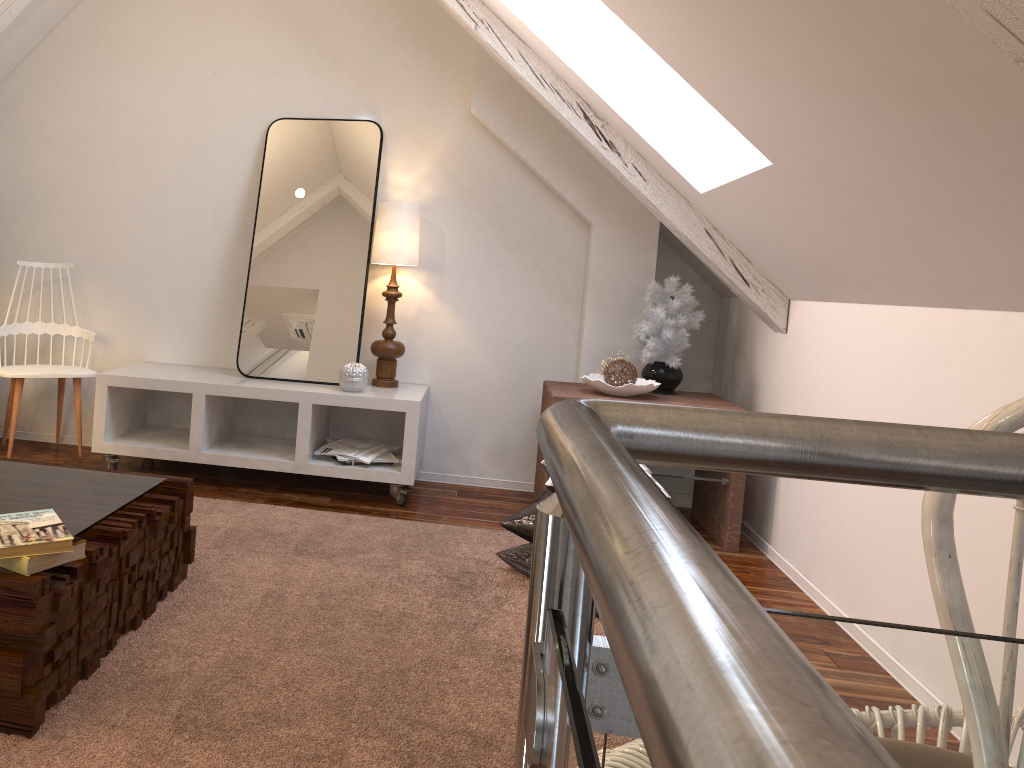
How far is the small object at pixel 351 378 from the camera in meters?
3.0

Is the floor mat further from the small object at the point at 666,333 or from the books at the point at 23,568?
the small object at the point at 666,333

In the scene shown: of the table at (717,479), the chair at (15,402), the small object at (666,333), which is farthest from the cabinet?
the small object at (666,333)

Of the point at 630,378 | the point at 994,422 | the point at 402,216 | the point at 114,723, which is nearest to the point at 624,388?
the point at 630,378

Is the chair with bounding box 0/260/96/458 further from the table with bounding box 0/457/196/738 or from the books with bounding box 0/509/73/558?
the books with bounding box 0/509/73/558

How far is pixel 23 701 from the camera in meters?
1.3 m

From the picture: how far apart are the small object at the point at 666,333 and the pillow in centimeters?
85cm

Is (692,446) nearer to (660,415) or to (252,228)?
(660,415)

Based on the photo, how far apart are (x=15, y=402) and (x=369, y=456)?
1.2 meters

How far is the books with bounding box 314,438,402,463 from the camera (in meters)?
3.02
